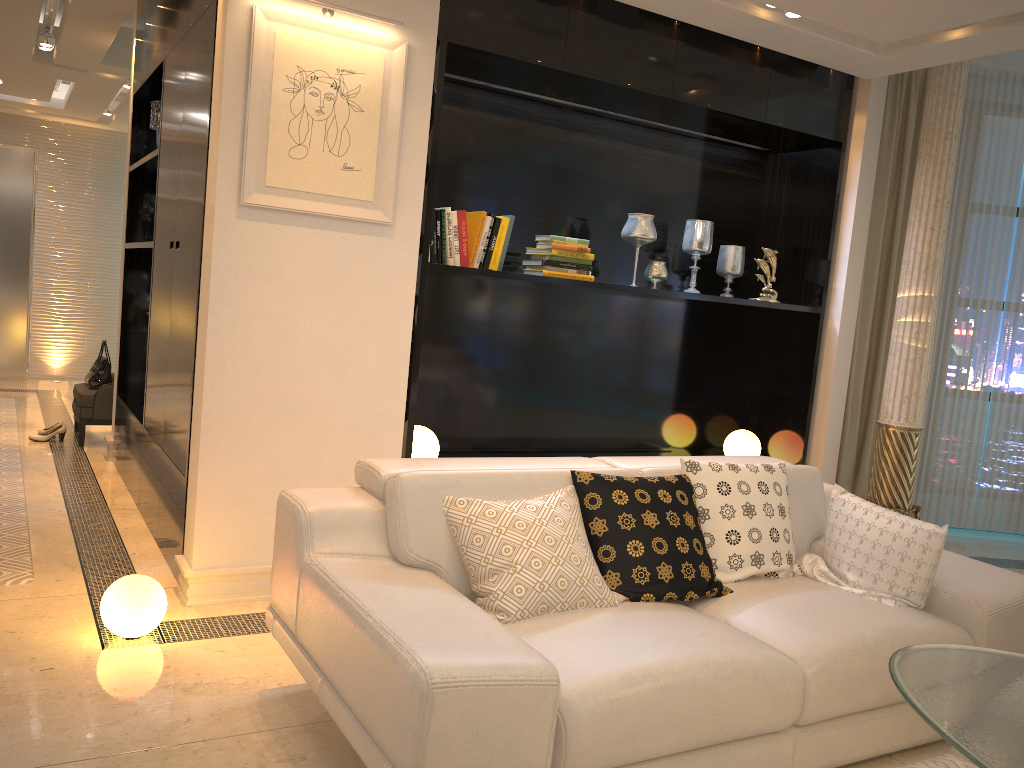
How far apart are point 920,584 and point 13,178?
9.03m

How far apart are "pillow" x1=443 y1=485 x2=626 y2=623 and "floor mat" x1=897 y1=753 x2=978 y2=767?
1.1m

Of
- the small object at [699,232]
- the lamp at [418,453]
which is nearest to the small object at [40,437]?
the lamp at [418,453]

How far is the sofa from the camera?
1.9 meters

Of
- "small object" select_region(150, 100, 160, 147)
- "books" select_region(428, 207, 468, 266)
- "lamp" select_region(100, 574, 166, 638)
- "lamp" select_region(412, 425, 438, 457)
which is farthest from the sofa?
"small object" select_region(150, 100, 160, 147)

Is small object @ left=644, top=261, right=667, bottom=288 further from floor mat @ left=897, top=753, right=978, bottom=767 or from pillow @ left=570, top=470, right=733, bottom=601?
floor mat @ left=897, top=753, right=978, bottom=767

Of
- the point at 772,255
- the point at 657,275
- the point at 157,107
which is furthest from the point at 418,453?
the point at 157,107

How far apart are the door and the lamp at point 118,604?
7.1m

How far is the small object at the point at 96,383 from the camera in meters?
6.2 m

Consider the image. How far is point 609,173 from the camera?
4.83m
